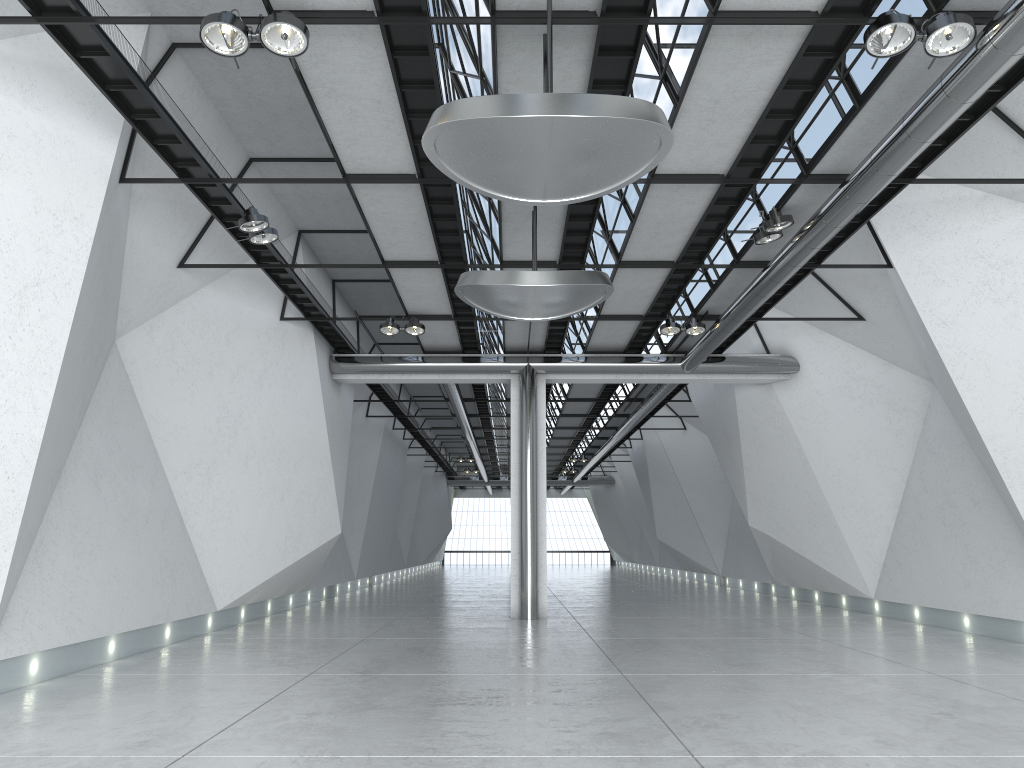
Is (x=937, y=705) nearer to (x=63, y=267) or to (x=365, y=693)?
(x=365, y=693)
